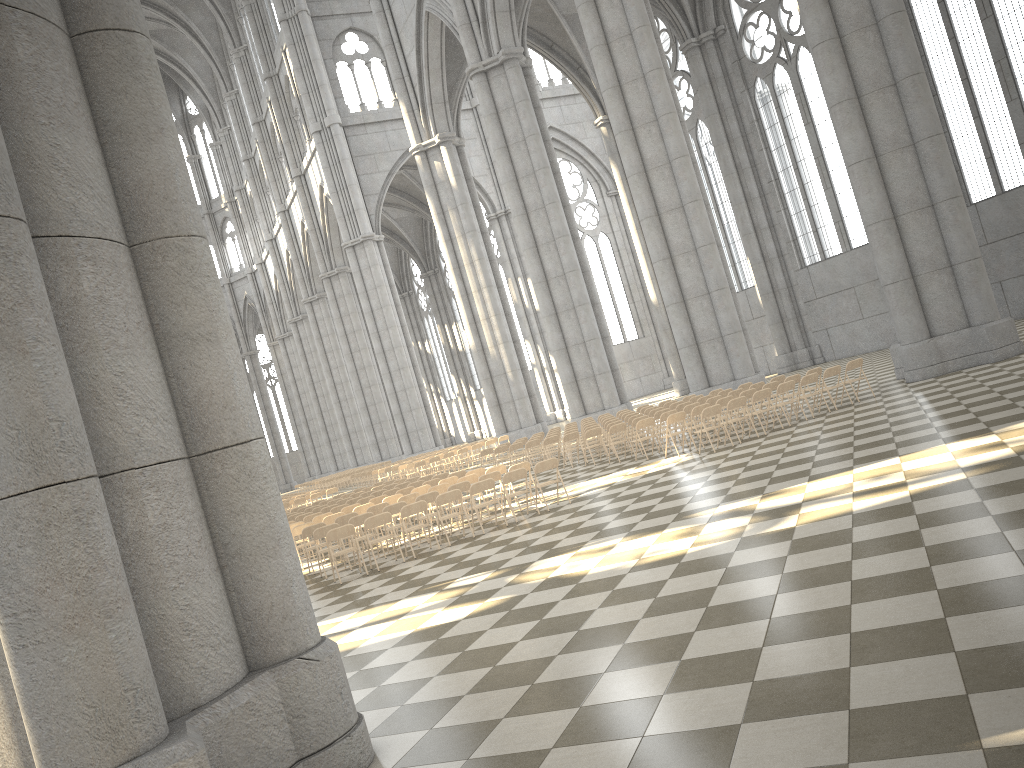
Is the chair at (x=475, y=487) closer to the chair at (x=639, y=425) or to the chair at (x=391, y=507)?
the chair at (x=391, y=507)

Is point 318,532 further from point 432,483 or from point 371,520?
point 432,483

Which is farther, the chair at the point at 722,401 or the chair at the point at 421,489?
the chair at the point at 722,401

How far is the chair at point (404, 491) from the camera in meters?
18.2

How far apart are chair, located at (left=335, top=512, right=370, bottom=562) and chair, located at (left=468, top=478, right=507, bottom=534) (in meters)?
2.76

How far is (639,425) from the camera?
17.9 meters

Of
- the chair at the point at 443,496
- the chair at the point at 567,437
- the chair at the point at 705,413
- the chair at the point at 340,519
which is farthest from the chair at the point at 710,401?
the chair at the point at 340,519

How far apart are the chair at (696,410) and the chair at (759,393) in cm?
119

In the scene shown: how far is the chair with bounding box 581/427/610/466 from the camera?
→ 20.03m

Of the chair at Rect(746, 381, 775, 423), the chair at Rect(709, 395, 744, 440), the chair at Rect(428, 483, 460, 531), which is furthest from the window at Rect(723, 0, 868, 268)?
the chair at Rect(428, 483, 460, 531)
